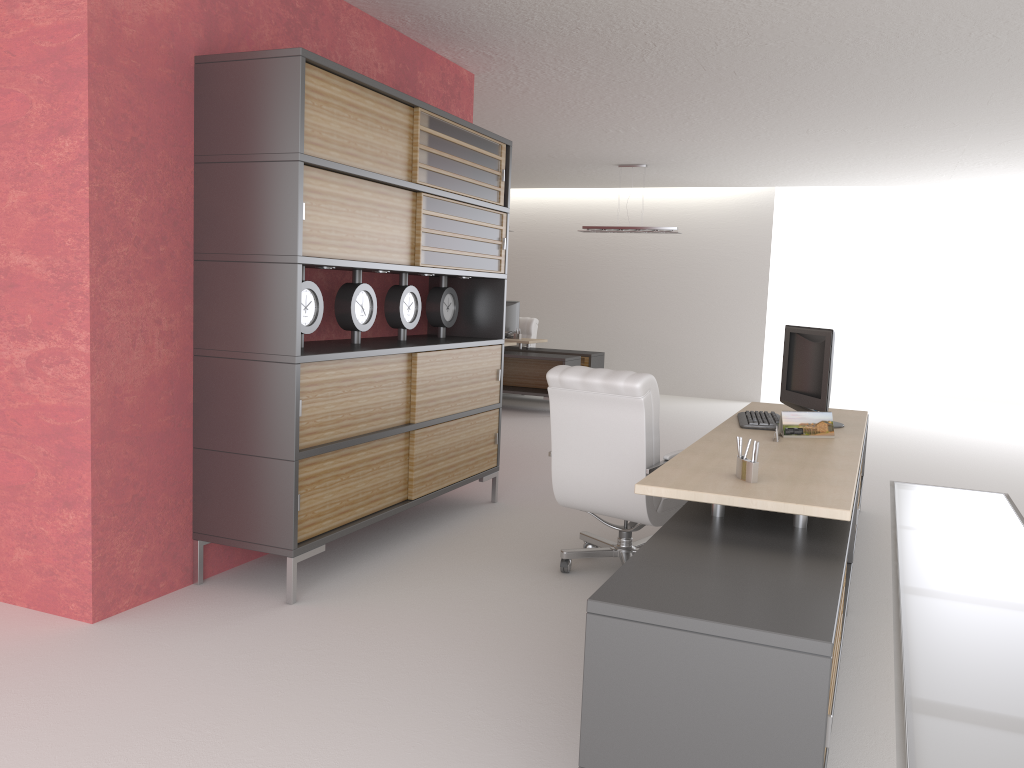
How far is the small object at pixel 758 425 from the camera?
6.7 meters

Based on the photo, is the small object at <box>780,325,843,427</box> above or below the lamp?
below

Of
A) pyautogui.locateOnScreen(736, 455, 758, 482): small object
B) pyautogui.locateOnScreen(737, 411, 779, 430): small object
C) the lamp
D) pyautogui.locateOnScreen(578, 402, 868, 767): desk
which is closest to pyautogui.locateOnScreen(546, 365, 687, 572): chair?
pyautogui.locateOnScreen(578, 402, 868, 767): desk

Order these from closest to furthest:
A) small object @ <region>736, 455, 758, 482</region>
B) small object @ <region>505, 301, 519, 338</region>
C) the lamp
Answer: small object @ <region>736, 455, 758, 482</region> → the lamp → small object @ <region>505, 301, 519, 338</region>

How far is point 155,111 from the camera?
5.7m

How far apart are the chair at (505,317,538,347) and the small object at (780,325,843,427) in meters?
11.9

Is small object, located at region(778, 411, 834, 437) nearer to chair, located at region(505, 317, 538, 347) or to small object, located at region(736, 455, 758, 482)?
small object, located at region(736, 455, 758, 482)

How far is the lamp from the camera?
16.1m

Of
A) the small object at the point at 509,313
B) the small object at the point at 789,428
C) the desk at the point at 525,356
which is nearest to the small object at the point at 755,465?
the small object at the point at 789,428

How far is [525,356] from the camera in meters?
16.0
